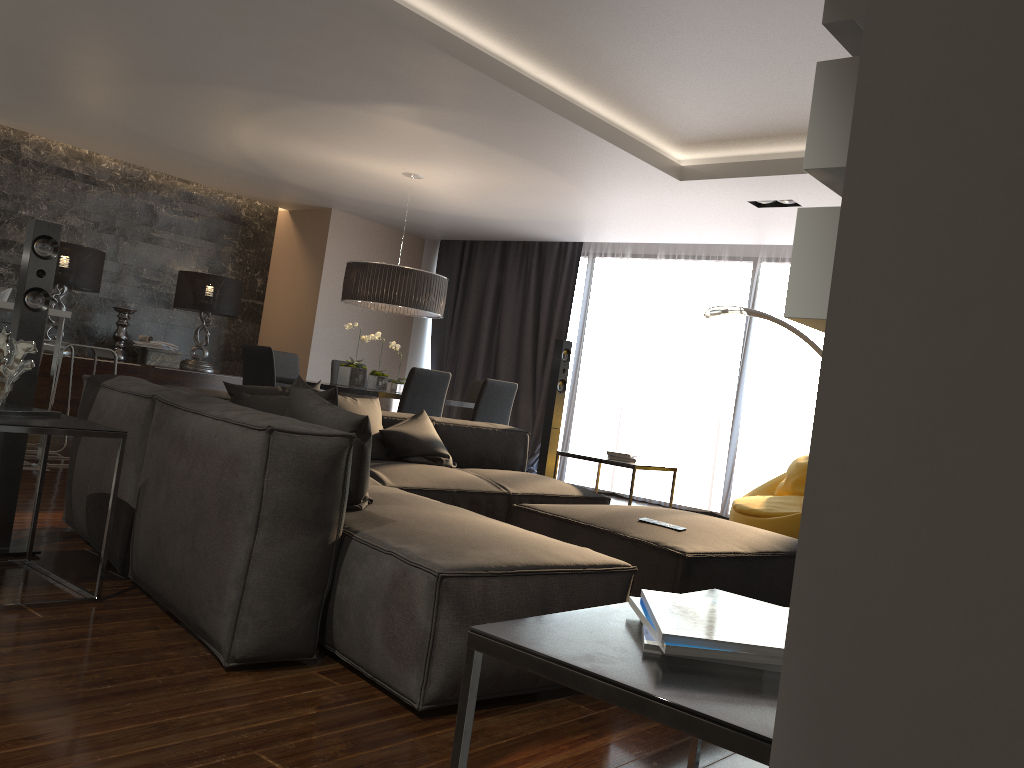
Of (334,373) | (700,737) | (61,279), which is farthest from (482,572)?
(61,279)

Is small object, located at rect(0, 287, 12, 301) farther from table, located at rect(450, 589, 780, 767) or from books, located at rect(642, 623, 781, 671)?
books, located at rect(642, 623, 781, 671)

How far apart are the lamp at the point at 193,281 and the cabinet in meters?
0.2 m

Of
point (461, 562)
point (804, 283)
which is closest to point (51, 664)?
point (461, 562)

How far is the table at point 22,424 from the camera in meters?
2.8 m

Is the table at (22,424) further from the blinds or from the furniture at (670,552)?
the blinds

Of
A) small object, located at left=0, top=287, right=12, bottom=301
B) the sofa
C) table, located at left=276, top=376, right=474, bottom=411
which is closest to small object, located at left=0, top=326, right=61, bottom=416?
the sofa

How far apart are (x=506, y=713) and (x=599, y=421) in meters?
6.7

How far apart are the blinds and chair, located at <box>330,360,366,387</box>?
2.11m

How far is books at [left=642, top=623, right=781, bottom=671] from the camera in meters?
1.1 m
